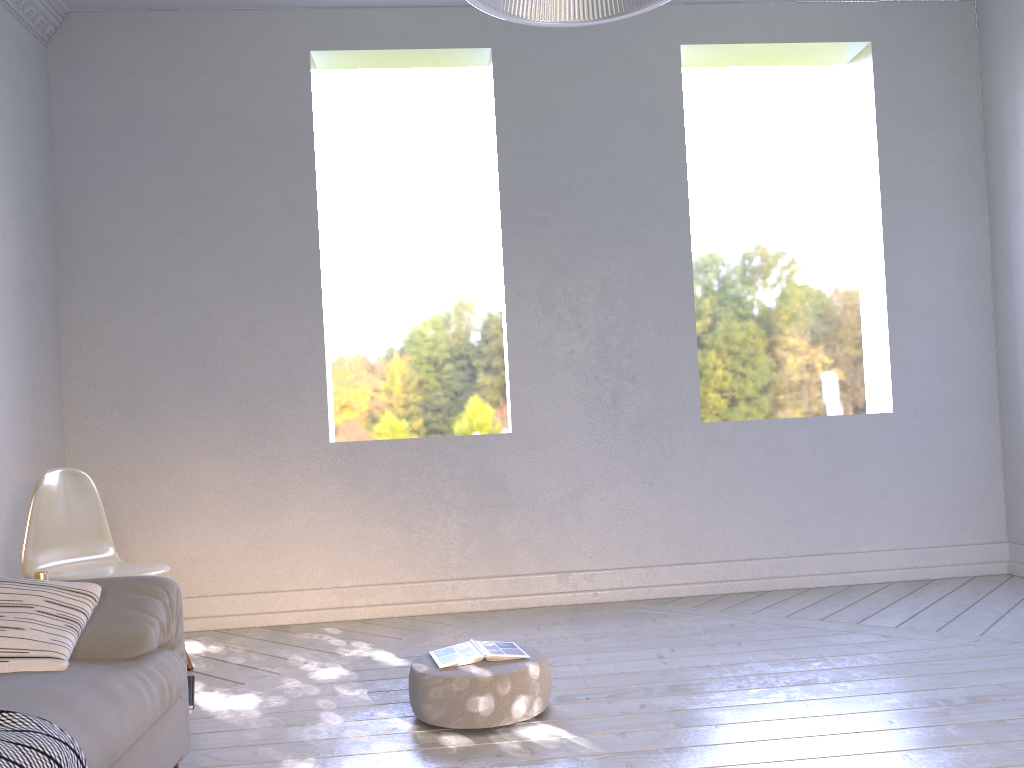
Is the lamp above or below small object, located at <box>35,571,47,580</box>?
above

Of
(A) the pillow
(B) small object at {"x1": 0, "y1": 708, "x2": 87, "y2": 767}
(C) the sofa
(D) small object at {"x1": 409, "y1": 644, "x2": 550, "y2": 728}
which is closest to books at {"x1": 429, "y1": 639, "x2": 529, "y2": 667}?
(D) small object at {"x1": 409, "y1": 644, "x2": 550, "y2": 728}

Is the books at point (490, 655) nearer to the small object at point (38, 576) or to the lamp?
the small object at point (38, 576)

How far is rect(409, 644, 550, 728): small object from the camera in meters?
2.1 m

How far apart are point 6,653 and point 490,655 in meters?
1.1 m

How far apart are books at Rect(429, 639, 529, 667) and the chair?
1.1 meters

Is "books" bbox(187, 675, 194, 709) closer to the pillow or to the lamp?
the pillow

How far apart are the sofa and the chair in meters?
0.9 m

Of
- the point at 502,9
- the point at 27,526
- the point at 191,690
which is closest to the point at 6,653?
Result: the point at 191,690

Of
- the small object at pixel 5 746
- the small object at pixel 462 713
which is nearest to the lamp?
the small object at pixel 5 746
